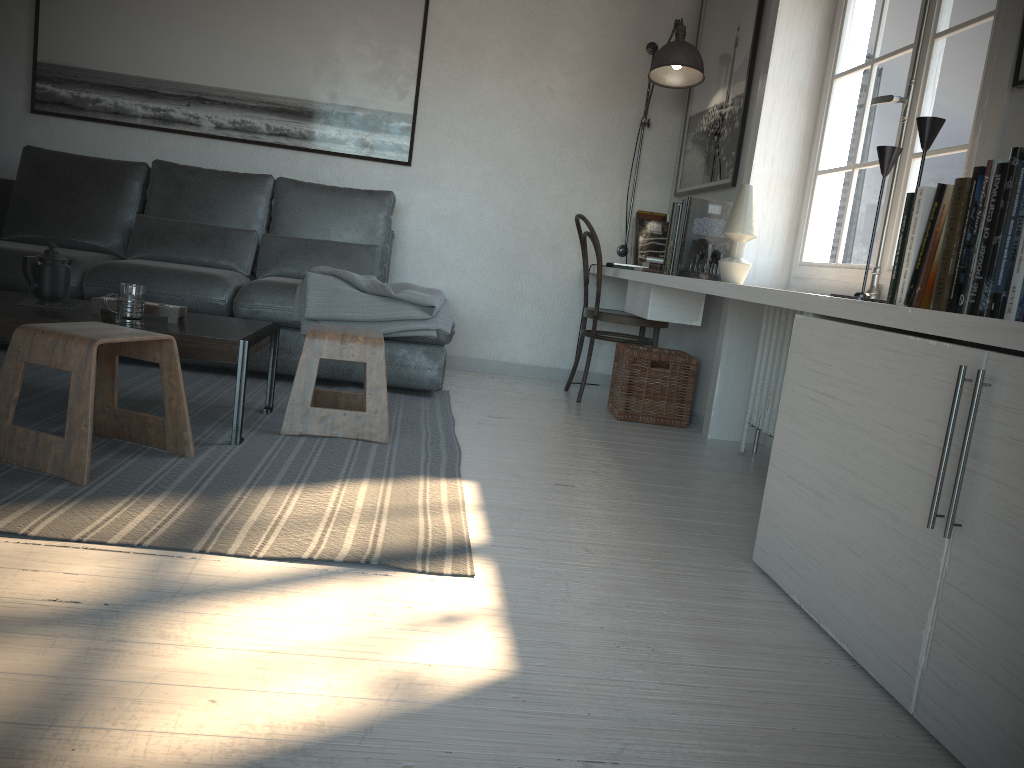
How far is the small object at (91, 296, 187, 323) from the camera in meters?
2.7 m

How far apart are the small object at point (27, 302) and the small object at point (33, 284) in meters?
0.0

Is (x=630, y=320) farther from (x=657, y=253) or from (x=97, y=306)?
(x=97, y=306)

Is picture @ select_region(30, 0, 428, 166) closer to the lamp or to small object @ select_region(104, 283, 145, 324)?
the lamp

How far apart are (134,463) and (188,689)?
1.2 meters

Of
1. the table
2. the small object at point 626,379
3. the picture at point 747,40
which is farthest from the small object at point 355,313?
the picture at point 747,40

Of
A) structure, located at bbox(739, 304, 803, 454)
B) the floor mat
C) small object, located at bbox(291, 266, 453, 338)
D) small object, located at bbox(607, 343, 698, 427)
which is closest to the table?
the floor mat

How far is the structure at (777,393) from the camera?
3.3 meters

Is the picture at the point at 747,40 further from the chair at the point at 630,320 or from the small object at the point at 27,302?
the small object at the point at 27,302

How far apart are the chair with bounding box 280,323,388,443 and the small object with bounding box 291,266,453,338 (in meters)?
0.51
